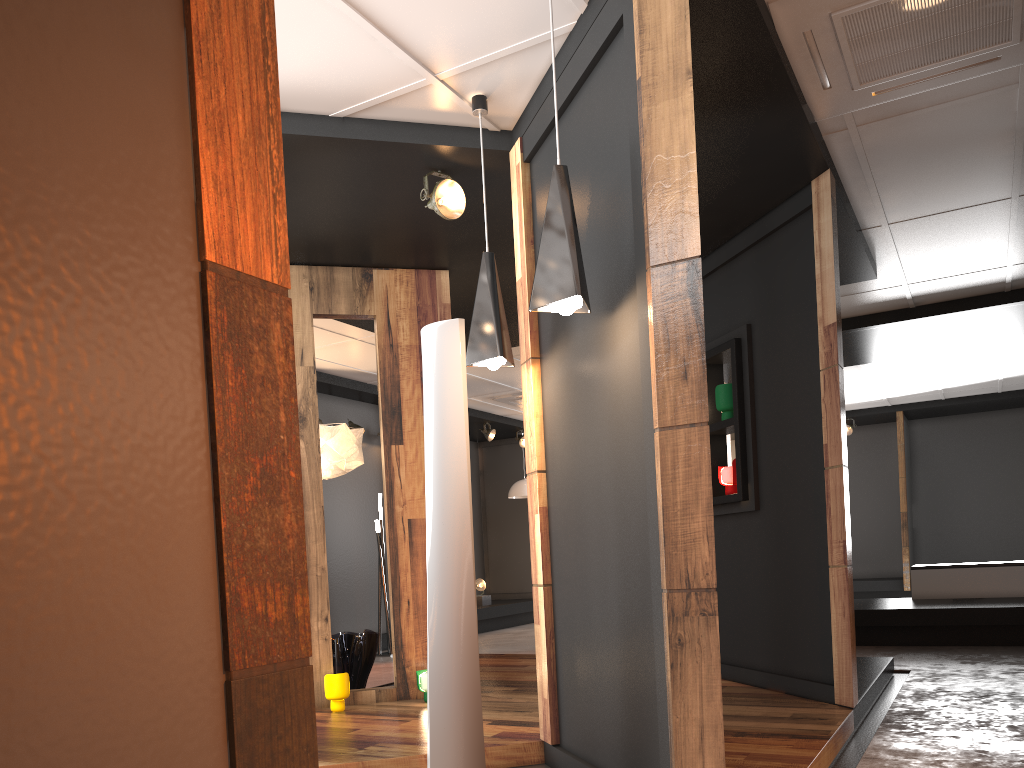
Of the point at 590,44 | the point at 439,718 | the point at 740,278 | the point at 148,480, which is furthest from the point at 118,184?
the point at 740,278

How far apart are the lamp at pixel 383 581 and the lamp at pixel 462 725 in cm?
615

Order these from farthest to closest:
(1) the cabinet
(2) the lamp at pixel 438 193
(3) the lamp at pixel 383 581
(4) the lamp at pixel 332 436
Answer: (3) the lamp at pixel 383 581 → (1) the cabinet → (4) the lamp at pixel 332 436 → (2) the lamp at pixel 438 193

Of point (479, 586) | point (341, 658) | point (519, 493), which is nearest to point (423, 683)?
point (341, 658)

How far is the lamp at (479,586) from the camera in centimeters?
1203cm

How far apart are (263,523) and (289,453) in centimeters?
11cm

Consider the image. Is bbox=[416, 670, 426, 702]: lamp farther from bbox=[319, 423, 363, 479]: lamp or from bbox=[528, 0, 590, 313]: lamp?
bbox=[528, 0, 590, 313]: lamp

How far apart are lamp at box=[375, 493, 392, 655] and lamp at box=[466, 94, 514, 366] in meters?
5.8

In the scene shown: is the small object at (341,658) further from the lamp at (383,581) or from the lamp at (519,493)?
the lamp at (519,493)

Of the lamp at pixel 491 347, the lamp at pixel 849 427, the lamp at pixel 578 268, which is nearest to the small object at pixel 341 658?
the lamp at pixel 491 347
